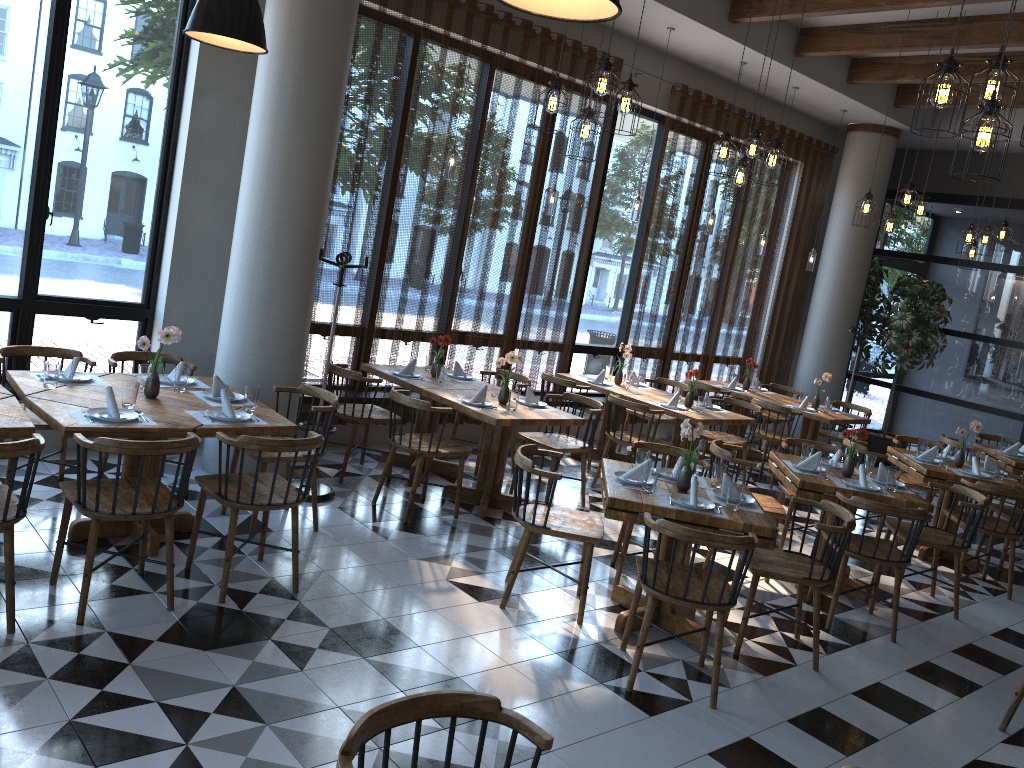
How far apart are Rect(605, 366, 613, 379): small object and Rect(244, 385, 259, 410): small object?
4.5 meters

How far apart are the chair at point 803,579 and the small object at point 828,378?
4.57m

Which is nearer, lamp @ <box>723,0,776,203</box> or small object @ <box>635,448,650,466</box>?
small object @ <box>635,448,650,466</box>

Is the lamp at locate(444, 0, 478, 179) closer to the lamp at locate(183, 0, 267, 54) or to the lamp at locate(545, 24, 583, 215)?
the lamp at locate(545, 24, 583, 215)

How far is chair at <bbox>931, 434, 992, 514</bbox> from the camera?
8.4 meters

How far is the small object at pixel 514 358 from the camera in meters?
6.3

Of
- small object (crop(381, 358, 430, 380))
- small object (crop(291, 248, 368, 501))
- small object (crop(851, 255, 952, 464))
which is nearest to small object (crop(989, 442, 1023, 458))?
small object (crop(851, 255, 952, 464))

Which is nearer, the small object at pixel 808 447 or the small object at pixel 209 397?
the small object at pixel 209 397

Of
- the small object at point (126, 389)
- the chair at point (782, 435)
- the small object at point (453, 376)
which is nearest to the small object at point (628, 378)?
the chair at point (782, 435)

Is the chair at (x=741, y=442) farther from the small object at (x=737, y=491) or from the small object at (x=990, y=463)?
the small object at (x=737, y=491)
